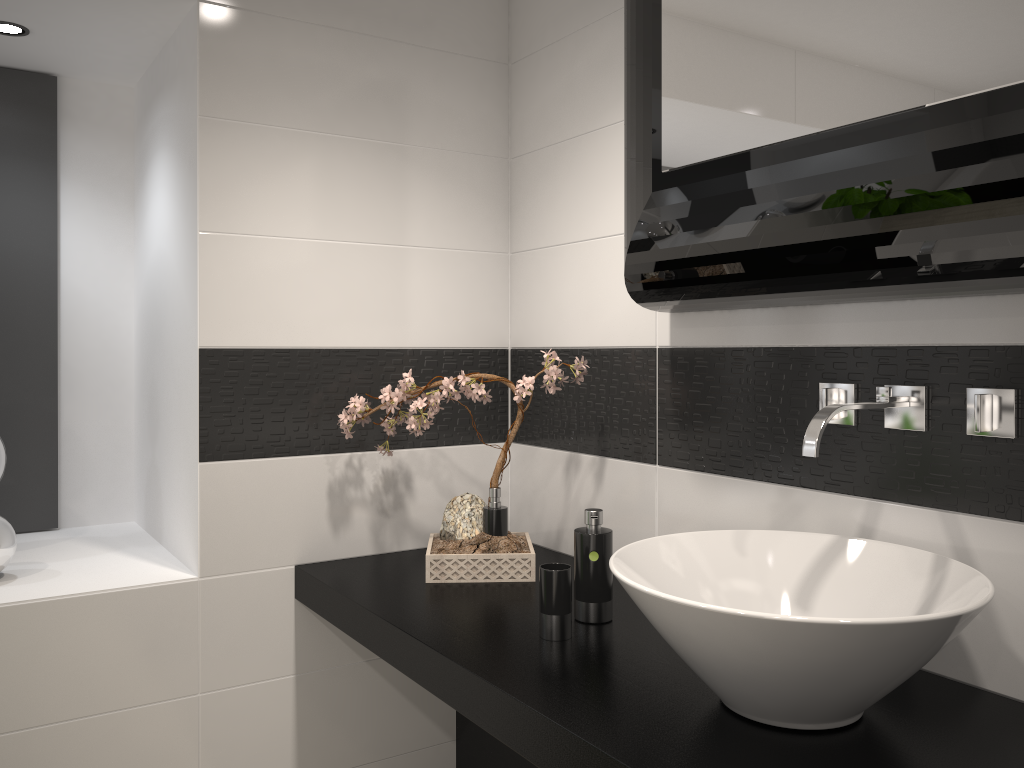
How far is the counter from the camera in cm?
123

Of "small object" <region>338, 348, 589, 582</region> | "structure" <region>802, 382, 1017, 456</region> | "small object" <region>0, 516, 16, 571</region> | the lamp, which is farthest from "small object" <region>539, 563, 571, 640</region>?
the lamp

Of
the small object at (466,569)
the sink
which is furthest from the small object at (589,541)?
the small object at (466,569)

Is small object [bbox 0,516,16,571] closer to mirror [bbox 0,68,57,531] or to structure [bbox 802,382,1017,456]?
mirror [bbox 0,68,57,531]

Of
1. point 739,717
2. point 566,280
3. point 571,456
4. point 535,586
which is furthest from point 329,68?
point 739,717

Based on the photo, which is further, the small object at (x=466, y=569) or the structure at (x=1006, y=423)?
the small object at (x=466, y=569)

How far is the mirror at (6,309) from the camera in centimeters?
263cm

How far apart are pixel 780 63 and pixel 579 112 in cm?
94

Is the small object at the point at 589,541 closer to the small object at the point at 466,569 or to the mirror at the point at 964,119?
the small object at the point at 466,569

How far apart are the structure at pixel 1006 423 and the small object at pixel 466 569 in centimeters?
62cm
